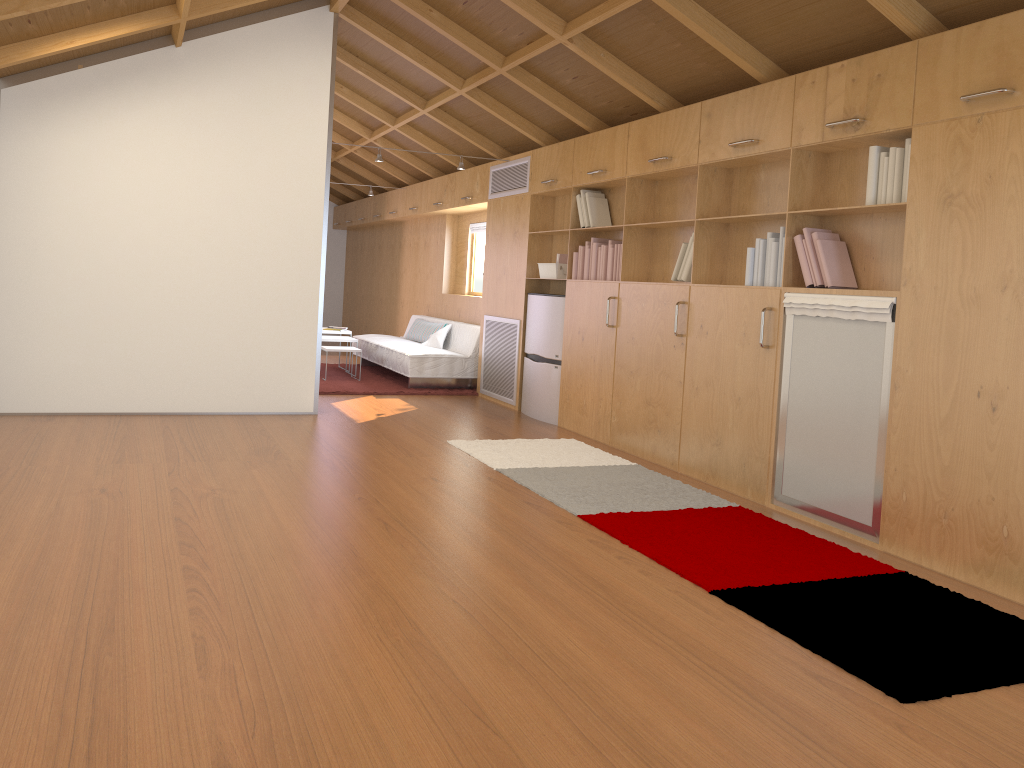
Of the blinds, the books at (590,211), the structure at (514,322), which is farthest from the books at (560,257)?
the blinds

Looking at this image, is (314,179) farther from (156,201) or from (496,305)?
(496,305)

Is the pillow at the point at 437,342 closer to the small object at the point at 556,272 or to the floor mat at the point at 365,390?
the floor mat at the point at 365,390

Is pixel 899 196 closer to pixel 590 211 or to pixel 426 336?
pixel 590 211

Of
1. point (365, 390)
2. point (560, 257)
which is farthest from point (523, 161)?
point (365, 390)

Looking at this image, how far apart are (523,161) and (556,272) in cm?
115

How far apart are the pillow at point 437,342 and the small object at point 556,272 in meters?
2.2

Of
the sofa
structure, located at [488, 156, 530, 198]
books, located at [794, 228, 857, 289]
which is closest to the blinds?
the sofa

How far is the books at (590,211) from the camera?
6.36m

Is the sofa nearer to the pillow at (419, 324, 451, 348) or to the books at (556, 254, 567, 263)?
the pillow at (419, 324, 451, 348)
